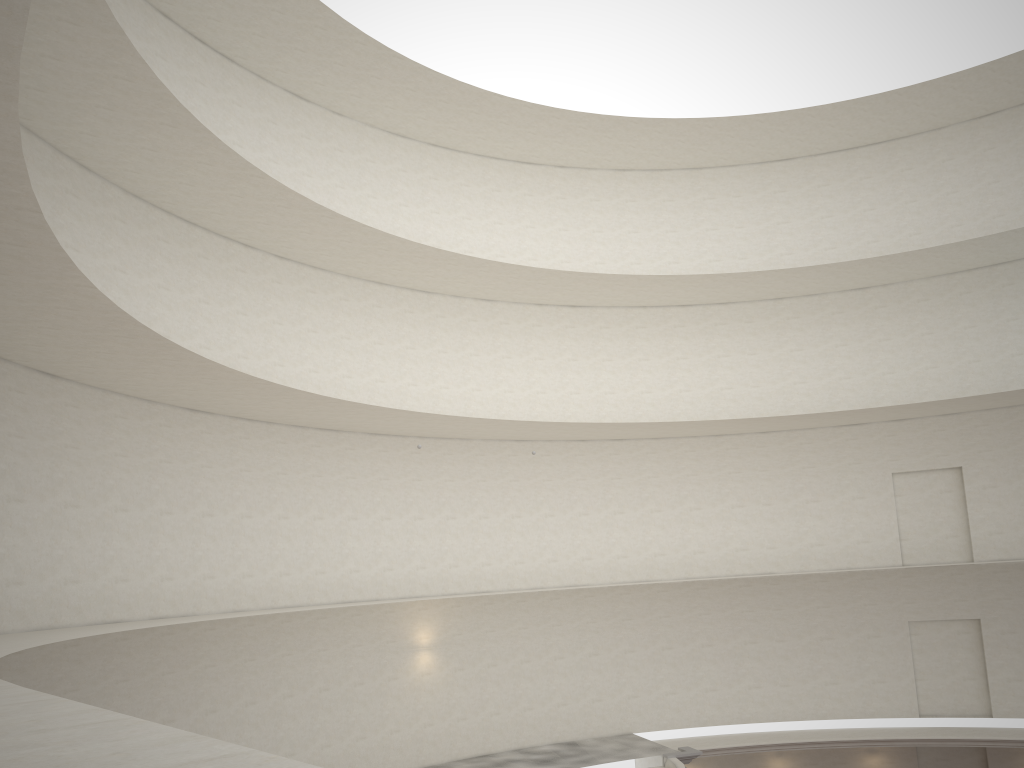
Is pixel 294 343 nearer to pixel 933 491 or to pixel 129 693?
pixel 129 693
